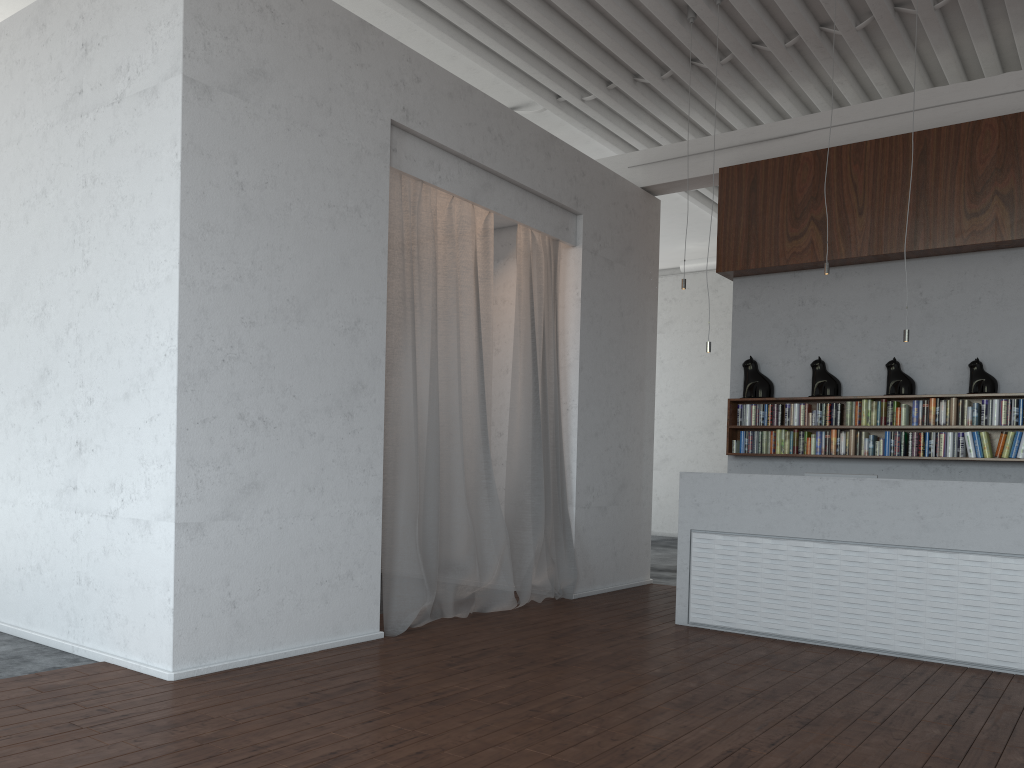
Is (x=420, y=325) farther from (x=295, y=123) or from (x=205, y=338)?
(x=205, y=338)
